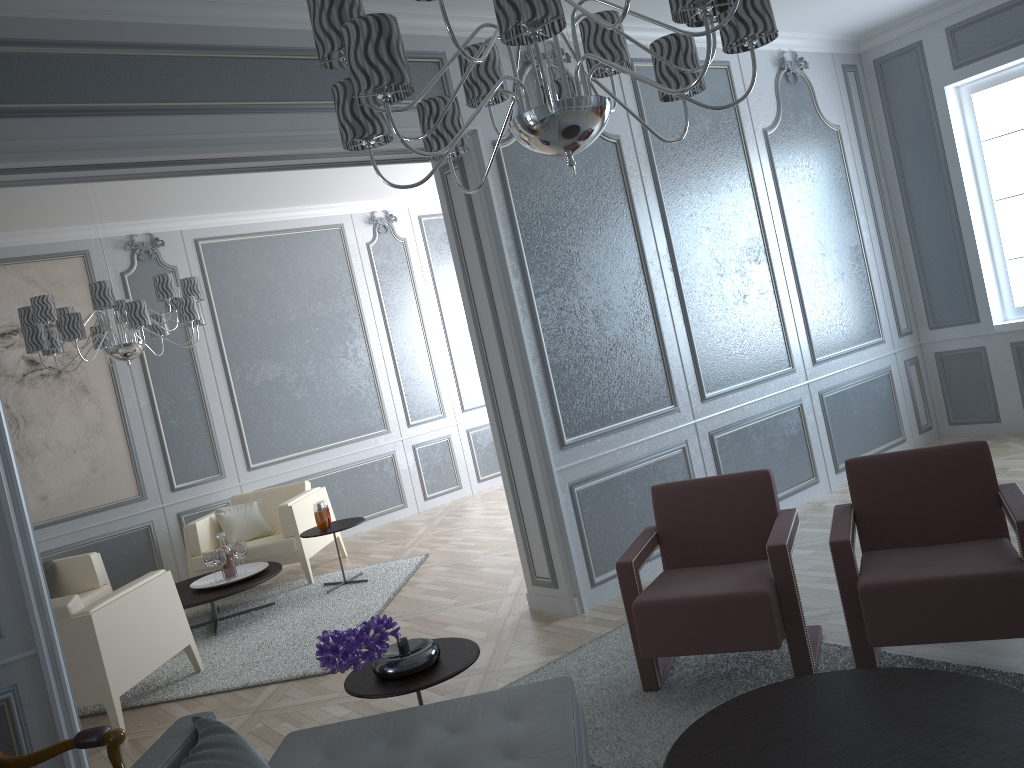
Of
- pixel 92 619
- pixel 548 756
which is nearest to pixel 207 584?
pixel 92 619

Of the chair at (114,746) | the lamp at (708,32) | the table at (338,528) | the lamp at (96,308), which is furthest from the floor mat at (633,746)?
the lamp at (96,308)

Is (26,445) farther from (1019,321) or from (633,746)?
(1019,321)

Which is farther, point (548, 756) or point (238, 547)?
point (238, 547)

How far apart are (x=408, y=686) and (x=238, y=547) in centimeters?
320cm

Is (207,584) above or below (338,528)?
below

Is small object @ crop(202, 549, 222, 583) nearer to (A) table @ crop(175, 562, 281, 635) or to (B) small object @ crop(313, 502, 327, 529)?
(A) table @ crop(175, 562, 281, 635)

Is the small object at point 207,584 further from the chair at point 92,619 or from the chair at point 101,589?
the chair at point 92,619

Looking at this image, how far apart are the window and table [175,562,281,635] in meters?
4.7

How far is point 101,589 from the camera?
5.55m
